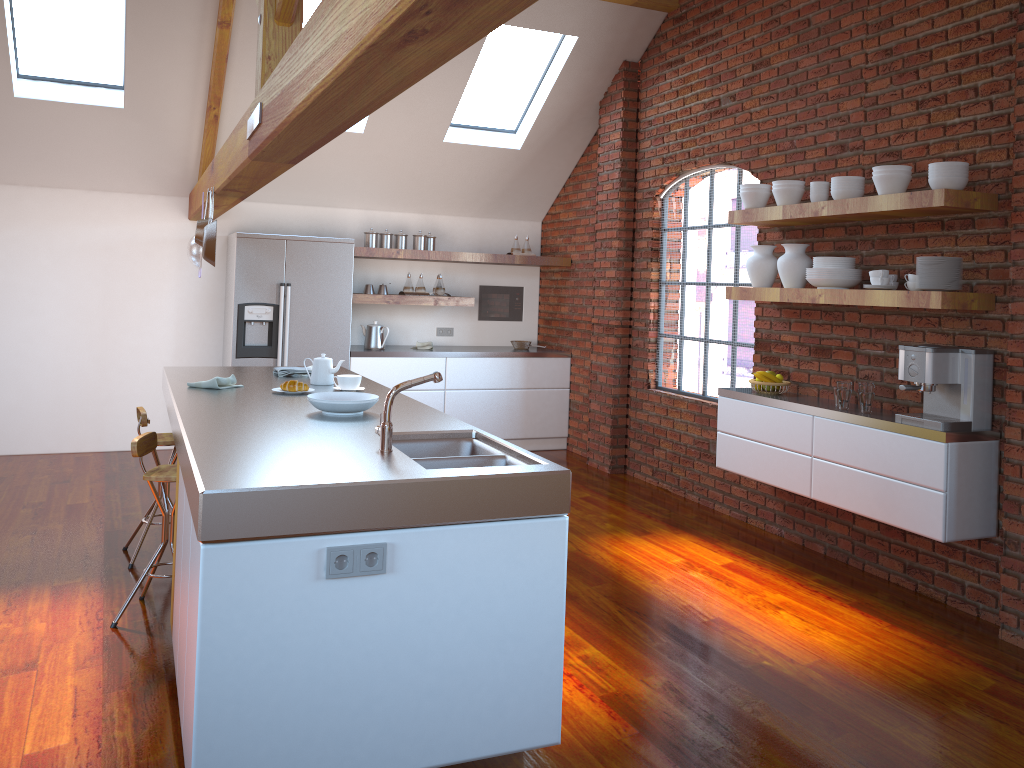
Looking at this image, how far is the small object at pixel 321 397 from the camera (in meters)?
3.63

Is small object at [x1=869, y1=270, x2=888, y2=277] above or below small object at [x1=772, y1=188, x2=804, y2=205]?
below

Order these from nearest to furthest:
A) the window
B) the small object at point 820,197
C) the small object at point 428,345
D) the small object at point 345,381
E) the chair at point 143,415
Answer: the small object at point 345,381 → the chair at point 143,415 → the small object at point 820,197 → the window → the small object at point 428,345

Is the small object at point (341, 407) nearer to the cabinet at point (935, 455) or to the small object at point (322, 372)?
the small object at point (322, 372)

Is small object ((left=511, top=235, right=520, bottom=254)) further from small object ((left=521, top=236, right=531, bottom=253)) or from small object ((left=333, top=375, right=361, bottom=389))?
small object ((left=333, top=375, right=361, bottom=389))

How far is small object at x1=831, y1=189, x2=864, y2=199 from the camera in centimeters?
444cm

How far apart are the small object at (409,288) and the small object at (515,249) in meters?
1.0 m

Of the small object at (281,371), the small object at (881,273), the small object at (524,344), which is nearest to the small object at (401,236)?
the small object at (524,344)

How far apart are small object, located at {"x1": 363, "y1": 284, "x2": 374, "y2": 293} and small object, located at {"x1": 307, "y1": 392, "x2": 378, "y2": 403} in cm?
379

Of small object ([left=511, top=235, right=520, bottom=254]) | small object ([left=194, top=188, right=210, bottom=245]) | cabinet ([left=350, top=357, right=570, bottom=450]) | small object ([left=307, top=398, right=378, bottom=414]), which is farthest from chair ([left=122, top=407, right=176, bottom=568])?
small object ([left=511, top=235, right=520, bottom=254])
